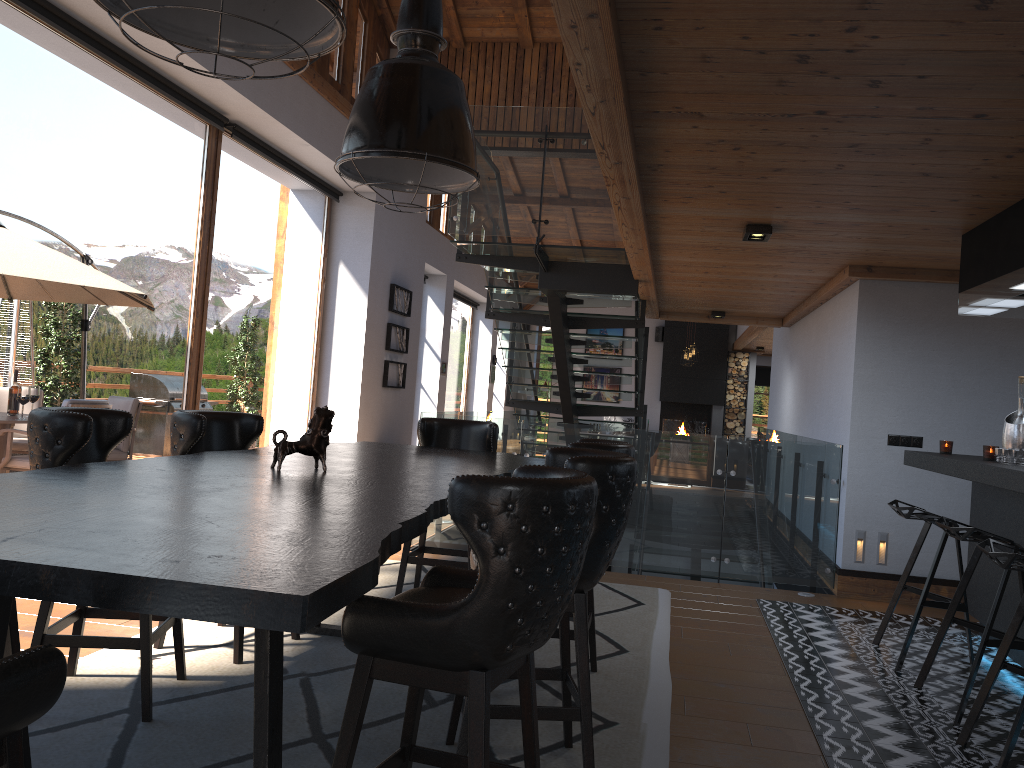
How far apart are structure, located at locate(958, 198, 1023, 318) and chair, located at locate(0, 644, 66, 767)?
4.20m

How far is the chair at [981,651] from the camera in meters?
3.8 m

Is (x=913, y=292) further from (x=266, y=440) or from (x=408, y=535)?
(x=266, y=440)

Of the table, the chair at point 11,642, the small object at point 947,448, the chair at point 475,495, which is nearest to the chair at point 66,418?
the table

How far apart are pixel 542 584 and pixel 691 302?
7.6 meters

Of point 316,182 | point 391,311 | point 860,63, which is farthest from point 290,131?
point 860,63

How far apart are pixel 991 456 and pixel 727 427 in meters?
14.8 m

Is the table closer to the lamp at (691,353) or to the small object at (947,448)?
the small object at (947,448)

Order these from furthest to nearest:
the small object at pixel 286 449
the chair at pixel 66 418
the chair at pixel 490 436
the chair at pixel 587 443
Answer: the chair at pixel 490 436, the chair at pixel 587 443, the small object at pixel 286 449, the chair at pixel 66 418

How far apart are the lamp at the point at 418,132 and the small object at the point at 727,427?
16.2m
